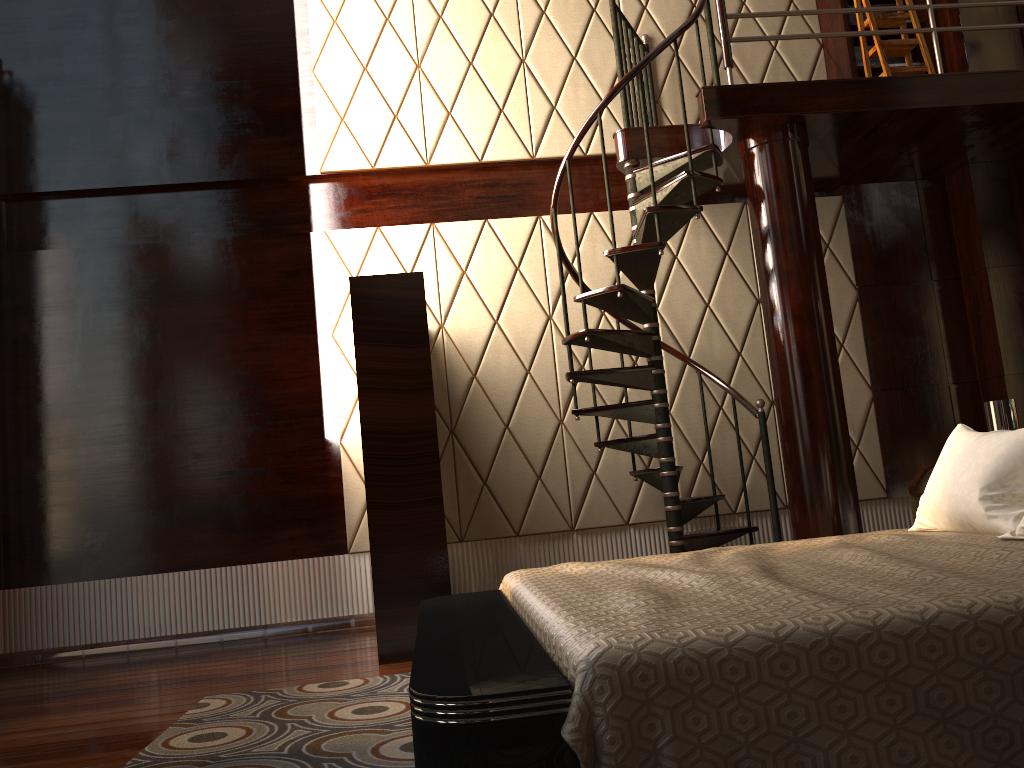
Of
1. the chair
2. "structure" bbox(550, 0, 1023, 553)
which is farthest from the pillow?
the chair

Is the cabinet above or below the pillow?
above

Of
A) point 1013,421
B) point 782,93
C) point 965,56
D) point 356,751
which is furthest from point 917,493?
point 356,751

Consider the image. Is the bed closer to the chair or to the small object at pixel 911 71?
the chair

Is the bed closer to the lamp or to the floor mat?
the floor mat

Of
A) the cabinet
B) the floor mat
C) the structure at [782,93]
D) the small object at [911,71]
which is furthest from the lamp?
the cabinet

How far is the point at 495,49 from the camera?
5.1 meters

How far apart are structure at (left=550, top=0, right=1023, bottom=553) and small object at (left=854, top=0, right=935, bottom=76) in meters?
0.4

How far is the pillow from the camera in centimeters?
216cm

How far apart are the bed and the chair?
1.8 meters
